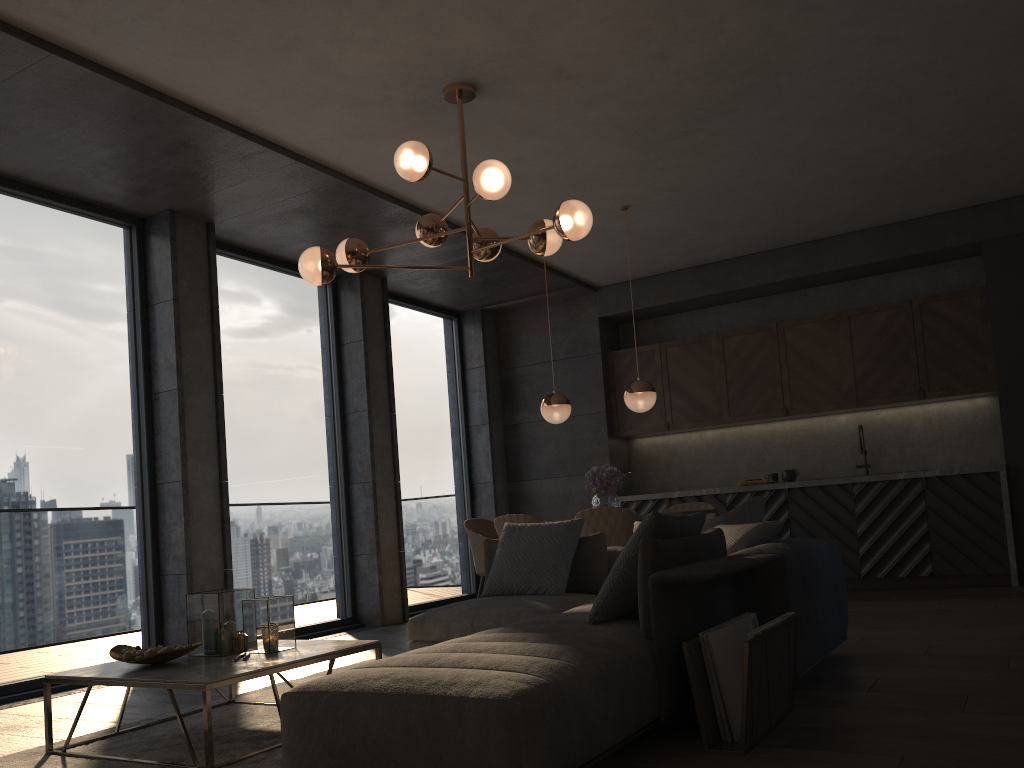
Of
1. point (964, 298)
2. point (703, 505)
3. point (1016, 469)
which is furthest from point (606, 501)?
point (964, 298)

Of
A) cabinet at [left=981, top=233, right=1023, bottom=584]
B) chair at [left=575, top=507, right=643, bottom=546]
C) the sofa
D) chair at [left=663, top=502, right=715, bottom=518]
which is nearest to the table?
the sofa

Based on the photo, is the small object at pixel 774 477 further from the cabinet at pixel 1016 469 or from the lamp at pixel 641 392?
the lamp at pixel 641 392

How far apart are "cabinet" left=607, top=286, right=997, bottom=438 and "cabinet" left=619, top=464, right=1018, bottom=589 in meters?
0.7 m

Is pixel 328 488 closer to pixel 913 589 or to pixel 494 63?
pixel 494 63

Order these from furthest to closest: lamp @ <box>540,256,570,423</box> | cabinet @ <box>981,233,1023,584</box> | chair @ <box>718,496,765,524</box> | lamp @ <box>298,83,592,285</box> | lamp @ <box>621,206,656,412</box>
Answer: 1. cabinet @ <box>981,233,1023,584</box>
2. lamp @ <box>540,256,570,423</box>
3. lamp @ <box>621,206,656,412</box>
4. chair @ <box>718,496,765,524</box>
5. lamp @ <box>298,83,592,285</box>

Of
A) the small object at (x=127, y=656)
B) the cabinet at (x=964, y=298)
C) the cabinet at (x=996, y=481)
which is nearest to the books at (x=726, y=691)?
the small object at (x=127, y=656)

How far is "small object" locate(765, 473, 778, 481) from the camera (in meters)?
8.10

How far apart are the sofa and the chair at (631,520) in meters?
0.7

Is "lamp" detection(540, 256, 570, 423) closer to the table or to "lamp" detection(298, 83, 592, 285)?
"lamp" detection(298, 83, 592, 285)
